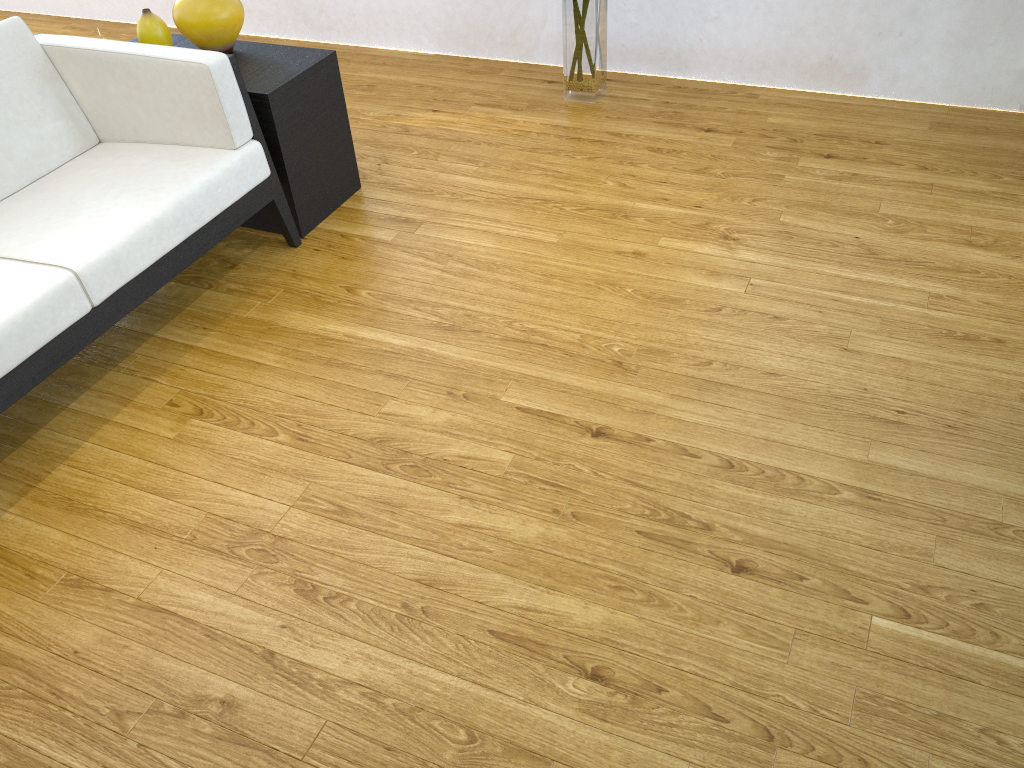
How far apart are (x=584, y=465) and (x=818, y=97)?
2.1m

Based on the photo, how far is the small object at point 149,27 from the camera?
2.6m

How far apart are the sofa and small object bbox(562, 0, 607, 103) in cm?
133

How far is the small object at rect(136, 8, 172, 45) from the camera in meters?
2.6 m

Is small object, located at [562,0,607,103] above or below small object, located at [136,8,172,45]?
below

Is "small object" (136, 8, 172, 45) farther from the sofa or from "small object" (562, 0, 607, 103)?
"small object" (562, 0, 607, 103)

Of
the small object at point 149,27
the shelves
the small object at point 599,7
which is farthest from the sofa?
the small object at point 599,7

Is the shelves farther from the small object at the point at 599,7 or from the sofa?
the small object at the point at 599,7

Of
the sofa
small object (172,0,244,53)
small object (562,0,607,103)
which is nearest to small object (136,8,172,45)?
small object (172,0,244,53)

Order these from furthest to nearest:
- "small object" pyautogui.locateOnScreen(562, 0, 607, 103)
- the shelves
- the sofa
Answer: "small object" pyautogui.locateOnScreen(562, 0, 607, 103), the shelves, the sofa
